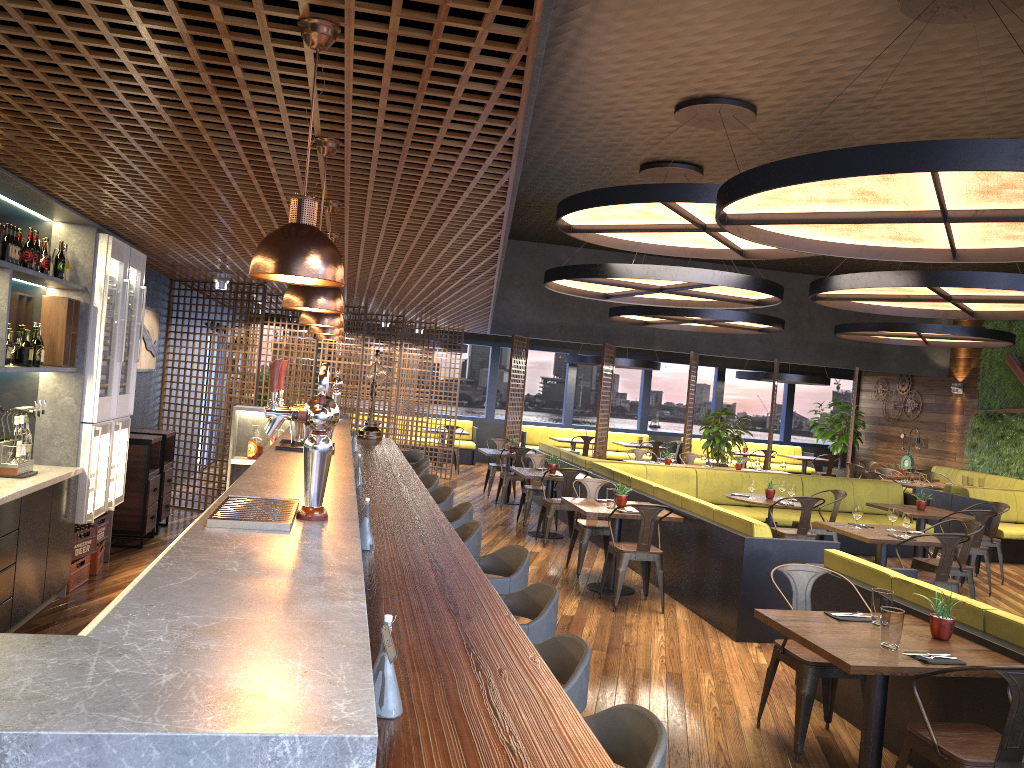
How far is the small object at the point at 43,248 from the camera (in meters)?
5.51

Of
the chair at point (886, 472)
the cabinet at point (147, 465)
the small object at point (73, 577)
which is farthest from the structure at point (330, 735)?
the chair at point (886, 472)

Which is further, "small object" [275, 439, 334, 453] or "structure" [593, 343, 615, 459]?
"structure" [593, 343, 615, 459]

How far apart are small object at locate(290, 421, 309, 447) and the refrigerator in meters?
2.9 m

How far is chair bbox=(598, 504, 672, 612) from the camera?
7.35m

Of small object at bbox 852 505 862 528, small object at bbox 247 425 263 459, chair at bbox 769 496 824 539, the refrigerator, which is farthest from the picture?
small object at bbox 852 505 862 528

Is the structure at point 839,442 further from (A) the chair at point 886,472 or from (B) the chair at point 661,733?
(B) the chair at point 661,733

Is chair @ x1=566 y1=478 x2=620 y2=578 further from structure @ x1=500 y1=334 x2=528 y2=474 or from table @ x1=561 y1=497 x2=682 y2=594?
structure @ x1=500 y1=334 x2=528 y2=474

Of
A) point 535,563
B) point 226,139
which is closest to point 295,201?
point 226,139

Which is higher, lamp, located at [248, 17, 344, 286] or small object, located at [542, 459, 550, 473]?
lamp, located at [248, 17, 344, 286]
